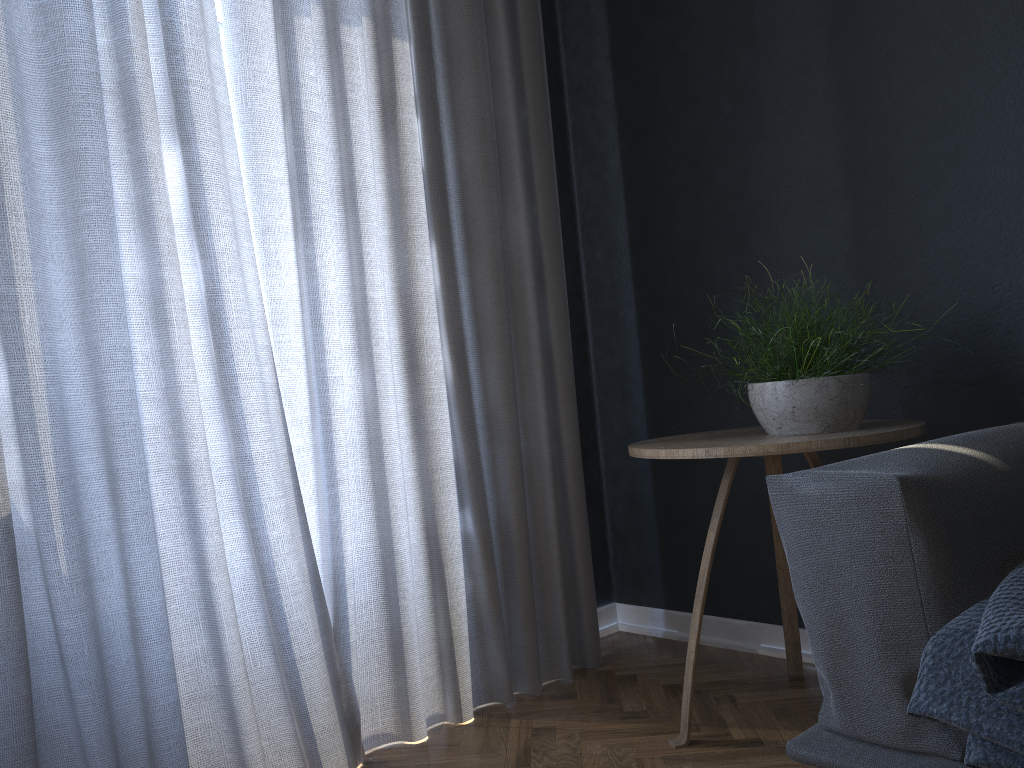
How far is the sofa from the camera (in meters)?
1.14

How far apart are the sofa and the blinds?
0.9 meters

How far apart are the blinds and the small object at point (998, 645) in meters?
1.1

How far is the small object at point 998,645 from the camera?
0.96m

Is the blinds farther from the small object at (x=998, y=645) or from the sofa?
the small object at (x=998, y=645)

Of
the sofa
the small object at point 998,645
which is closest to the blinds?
the sofa

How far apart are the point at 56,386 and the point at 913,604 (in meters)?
1.37

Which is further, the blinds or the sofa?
the blinds

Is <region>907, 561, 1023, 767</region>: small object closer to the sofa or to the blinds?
the sofa

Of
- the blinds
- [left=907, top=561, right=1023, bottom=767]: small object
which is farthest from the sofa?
the blinds
